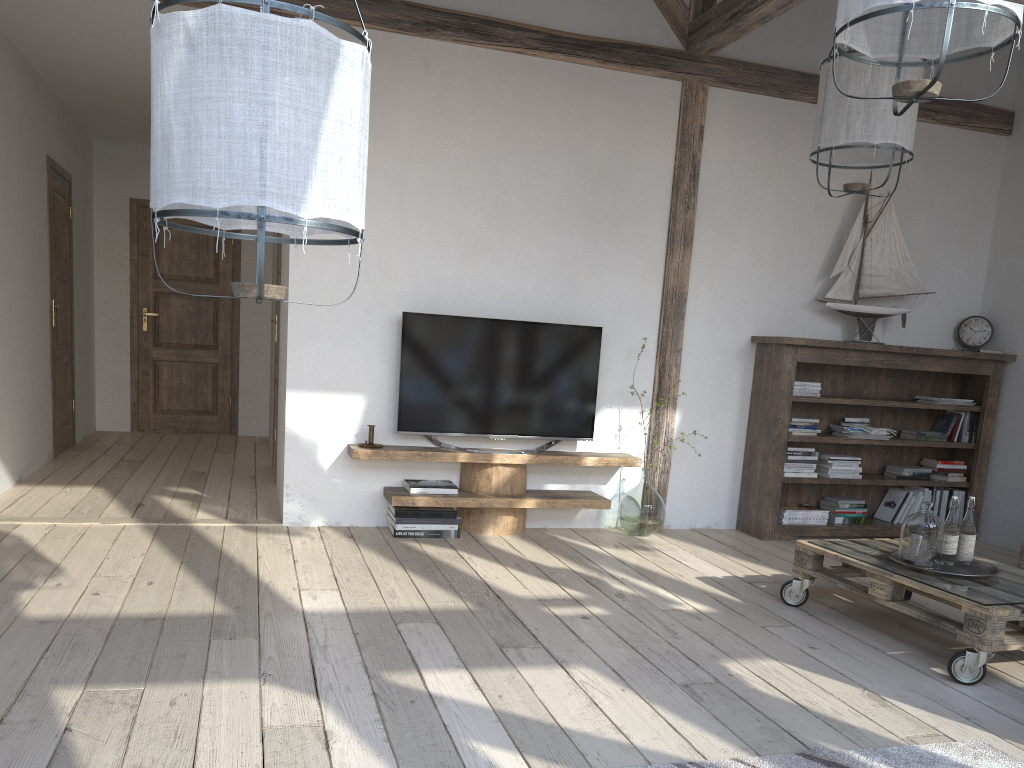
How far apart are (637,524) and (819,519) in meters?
1.2

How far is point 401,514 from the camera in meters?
4.5 m

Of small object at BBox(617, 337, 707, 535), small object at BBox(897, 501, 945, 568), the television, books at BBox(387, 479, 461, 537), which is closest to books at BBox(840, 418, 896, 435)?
small object at BBox(617, 337, 707, 535)

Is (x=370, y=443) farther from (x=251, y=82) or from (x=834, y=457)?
(x=251, y=82)

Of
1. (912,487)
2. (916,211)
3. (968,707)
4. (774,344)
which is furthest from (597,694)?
(916,211)

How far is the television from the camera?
4.63m

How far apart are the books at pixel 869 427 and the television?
1.6 meters

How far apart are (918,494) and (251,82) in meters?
5.0 m

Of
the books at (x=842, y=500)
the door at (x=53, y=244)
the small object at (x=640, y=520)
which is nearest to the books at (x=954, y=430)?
the books at (x=842, y=500)

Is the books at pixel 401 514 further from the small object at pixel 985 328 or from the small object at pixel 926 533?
the small object at pixel 985 328
